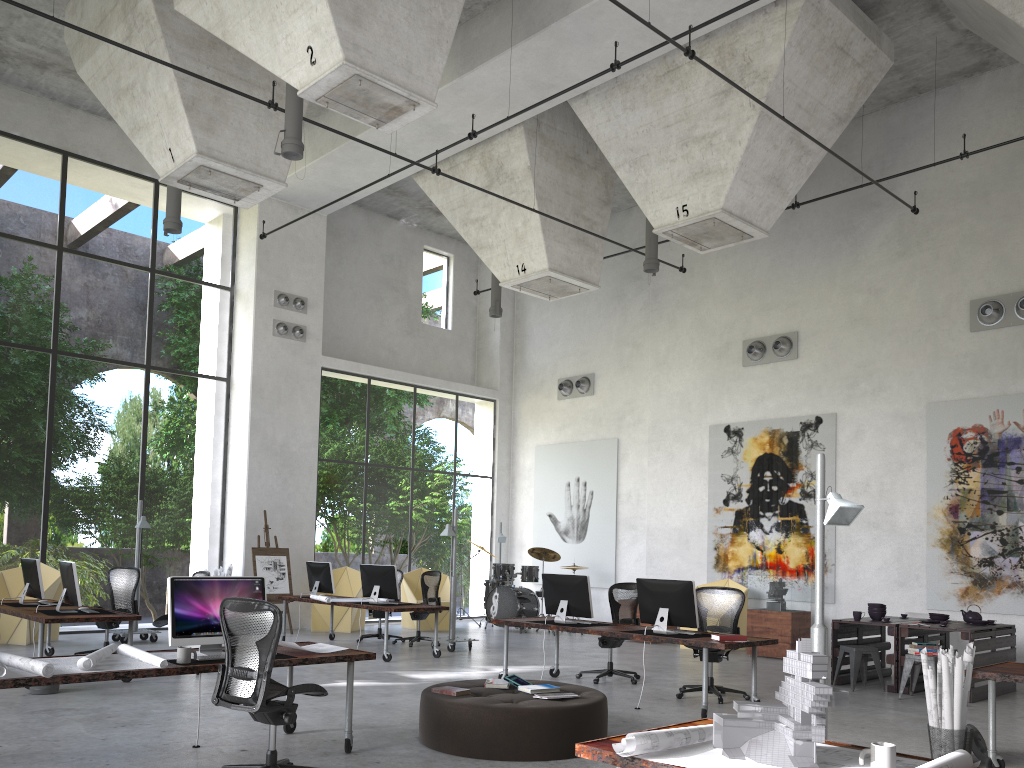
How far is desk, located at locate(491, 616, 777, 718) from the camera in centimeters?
780cm

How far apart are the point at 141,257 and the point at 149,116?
26.47m

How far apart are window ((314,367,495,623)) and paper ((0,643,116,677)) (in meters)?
10.64

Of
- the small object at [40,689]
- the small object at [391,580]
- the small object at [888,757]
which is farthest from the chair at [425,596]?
the small object at [888,757]

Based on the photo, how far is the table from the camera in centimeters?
952cm

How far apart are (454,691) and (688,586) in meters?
2.9

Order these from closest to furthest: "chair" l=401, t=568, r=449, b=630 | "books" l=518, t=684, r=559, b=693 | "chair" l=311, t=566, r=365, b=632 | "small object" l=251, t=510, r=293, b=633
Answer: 1. "books" l=518, t=684, r=559, b=693
2. "small object" l=251, t=510, r=293, b=633
3. "chair" l=311, t=566, r=365, b=632
4. "chair" l=401, t=568, r=449, b=630

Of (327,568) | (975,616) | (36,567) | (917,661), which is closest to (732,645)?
(917,661)

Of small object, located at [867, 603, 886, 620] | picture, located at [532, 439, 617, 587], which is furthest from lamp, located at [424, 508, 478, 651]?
small object, located at [867, 603, 886, 620]

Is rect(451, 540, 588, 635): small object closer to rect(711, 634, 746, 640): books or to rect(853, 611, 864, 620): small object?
rect(853, 611, 864, 620): small object
